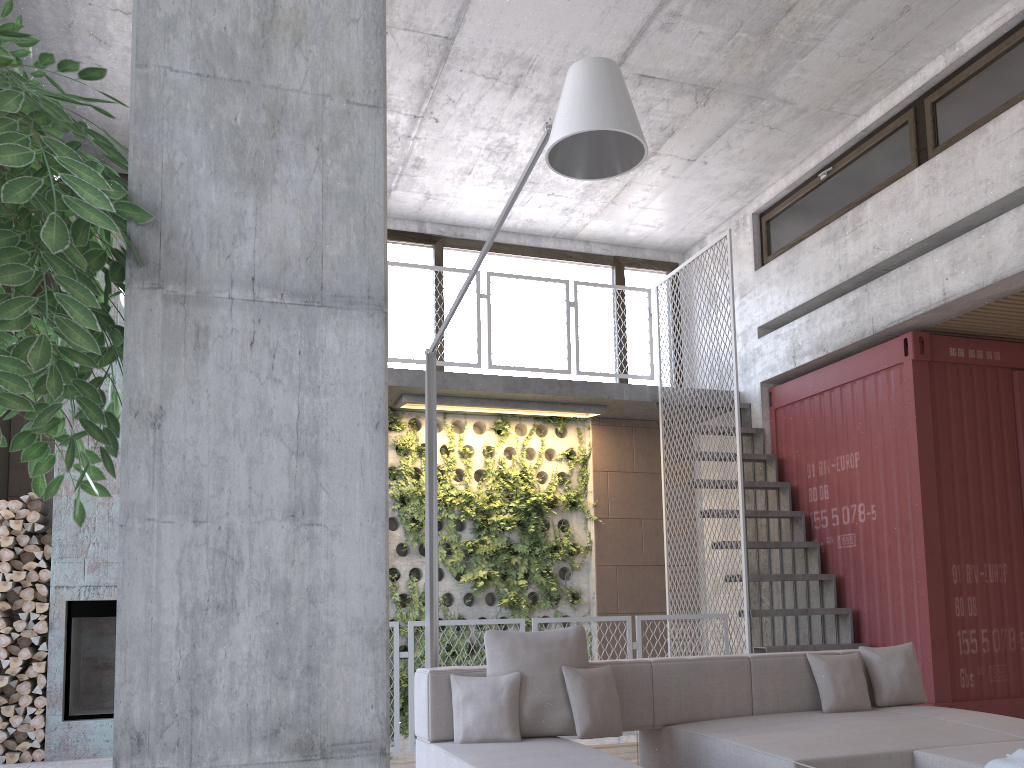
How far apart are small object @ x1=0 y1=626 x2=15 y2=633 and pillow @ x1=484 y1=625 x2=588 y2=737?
4.3m

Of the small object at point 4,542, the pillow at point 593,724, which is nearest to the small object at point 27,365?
the pillow at point 593,724

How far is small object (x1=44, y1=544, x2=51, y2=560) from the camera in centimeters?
676cm

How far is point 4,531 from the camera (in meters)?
6.62

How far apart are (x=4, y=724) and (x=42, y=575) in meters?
1.1 m

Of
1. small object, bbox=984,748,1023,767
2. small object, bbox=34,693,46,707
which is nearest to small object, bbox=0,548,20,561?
small object, bbox=34,693,46,707

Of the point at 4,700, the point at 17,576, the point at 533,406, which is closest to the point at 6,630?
the point at 17,576

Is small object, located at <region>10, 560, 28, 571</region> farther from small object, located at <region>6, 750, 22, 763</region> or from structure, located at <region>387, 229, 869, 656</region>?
structure, located at <region>387, 229, 869, 656</region>

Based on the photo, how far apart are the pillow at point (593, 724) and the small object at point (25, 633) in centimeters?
457cm

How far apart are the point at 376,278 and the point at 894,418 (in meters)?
6.55
